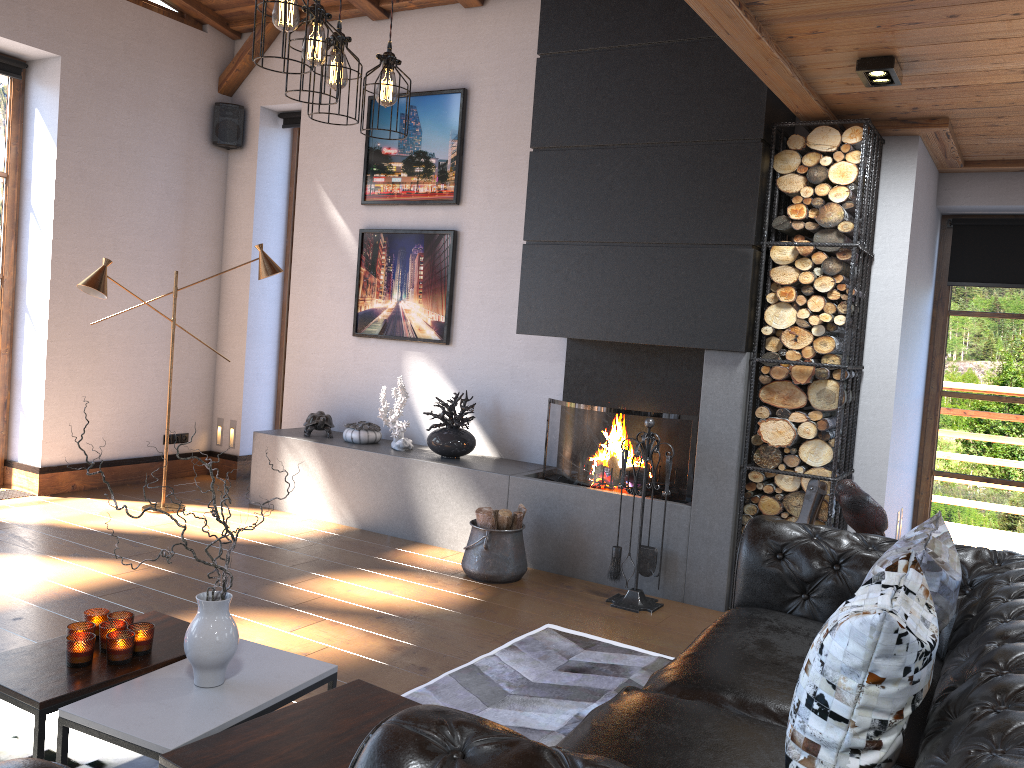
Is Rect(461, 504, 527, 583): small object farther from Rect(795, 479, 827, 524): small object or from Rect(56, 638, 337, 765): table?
Rect(56, 638, 337, 765): table

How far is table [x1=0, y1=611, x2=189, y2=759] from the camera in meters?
2.4

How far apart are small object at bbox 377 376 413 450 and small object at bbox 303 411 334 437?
0.50m

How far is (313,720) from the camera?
2.37m

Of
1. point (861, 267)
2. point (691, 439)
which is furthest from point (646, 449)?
point (861, 267)

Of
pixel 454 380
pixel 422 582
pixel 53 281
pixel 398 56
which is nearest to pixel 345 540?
pixel 422 582

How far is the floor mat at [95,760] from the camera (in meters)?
2.76

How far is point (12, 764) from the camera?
1.2m

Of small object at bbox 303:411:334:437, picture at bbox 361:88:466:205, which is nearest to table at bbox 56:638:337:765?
small object at bbox 303:411:334:437

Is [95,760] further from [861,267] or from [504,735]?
[861,267]
